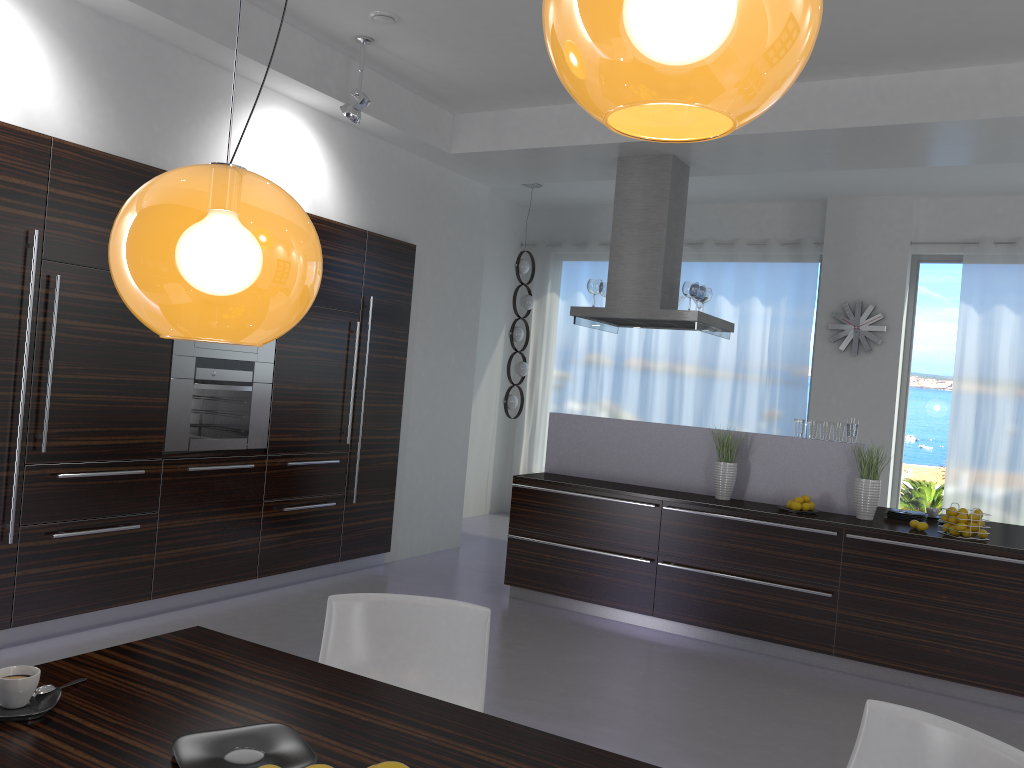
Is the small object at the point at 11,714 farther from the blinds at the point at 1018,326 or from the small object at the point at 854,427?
the blinds at the point at 1018,326

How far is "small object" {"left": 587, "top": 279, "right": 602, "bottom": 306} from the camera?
6.6m

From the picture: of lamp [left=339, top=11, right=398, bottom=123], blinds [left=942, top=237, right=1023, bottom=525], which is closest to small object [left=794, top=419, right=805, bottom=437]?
blinds [left=942, top=237, right=1023, bottom=525]

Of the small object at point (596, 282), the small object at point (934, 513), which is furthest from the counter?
the small object at point (596, 282)

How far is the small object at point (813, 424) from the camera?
5.7m

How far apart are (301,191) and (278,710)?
4.6m

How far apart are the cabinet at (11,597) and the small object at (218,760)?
3.1m

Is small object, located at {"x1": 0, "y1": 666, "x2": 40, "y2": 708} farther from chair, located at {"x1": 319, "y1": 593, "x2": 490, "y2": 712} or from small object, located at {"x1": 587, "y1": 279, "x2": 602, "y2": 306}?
small object, located at {"x1": 587, "y1": 279, "x2": 602, "y2": 306}

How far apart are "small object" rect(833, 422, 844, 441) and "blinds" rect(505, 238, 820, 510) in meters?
3.0

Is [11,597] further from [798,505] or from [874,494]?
[874,494]
